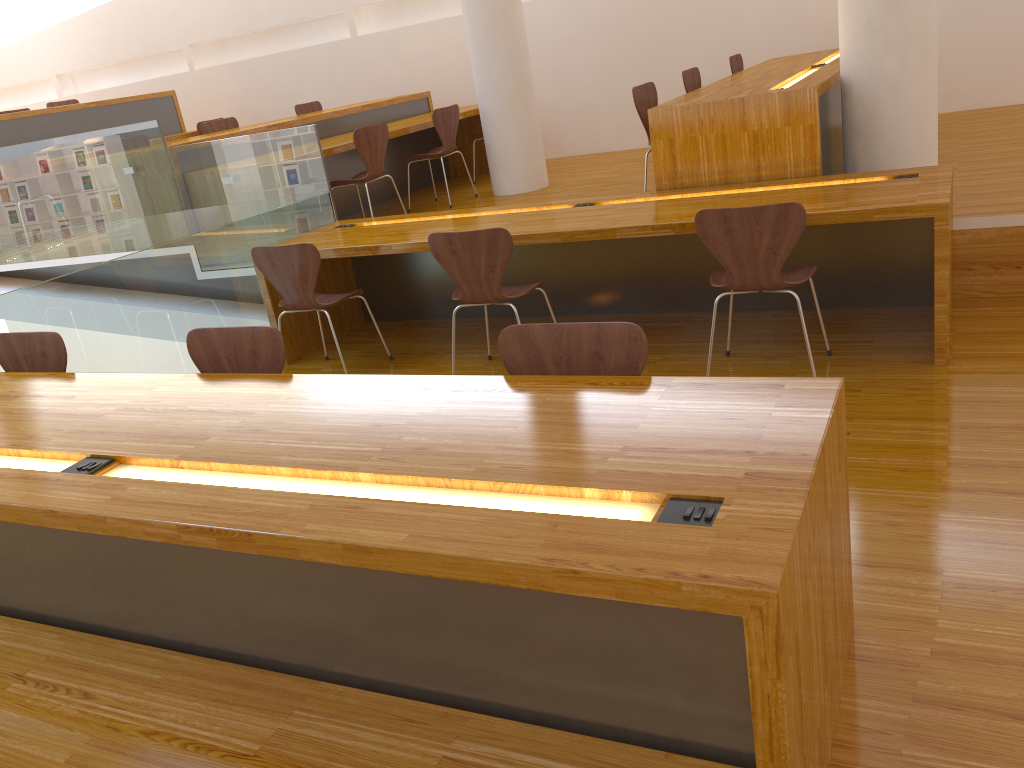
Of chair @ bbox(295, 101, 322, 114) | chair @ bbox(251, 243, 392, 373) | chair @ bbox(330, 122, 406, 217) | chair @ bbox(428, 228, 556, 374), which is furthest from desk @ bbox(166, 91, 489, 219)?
chair @ bbox(428, 228, 556, 374)

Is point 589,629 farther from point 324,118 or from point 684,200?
point 324,118

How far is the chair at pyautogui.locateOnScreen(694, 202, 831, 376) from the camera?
3.1m

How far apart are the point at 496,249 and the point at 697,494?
2.3m

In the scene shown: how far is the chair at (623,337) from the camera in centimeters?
208cm

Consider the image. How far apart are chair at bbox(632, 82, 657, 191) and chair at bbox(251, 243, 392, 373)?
1.76m

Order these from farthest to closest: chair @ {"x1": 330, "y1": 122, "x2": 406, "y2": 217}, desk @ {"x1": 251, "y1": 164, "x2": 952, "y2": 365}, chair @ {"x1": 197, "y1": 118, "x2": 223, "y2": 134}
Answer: chair @ {"x1": 197, "y1": 118, "x2": 223, "y2": 134}
chair @ {"x1": 330, "y1": 122, "x2": 406, "y2": 217}
desk @ {"x1": 251, "y1": 164, "x2": 952, "y2": 365}

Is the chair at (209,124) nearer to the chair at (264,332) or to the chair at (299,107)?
the chair at (299,107)

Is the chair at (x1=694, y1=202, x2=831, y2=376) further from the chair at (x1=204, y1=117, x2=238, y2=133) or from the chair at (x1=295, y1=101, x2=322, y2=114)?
the chair at (x1=295, y1=101, x2=322, y2=114)

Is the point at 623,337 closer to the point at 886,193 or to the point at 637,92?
the point at 886,193
